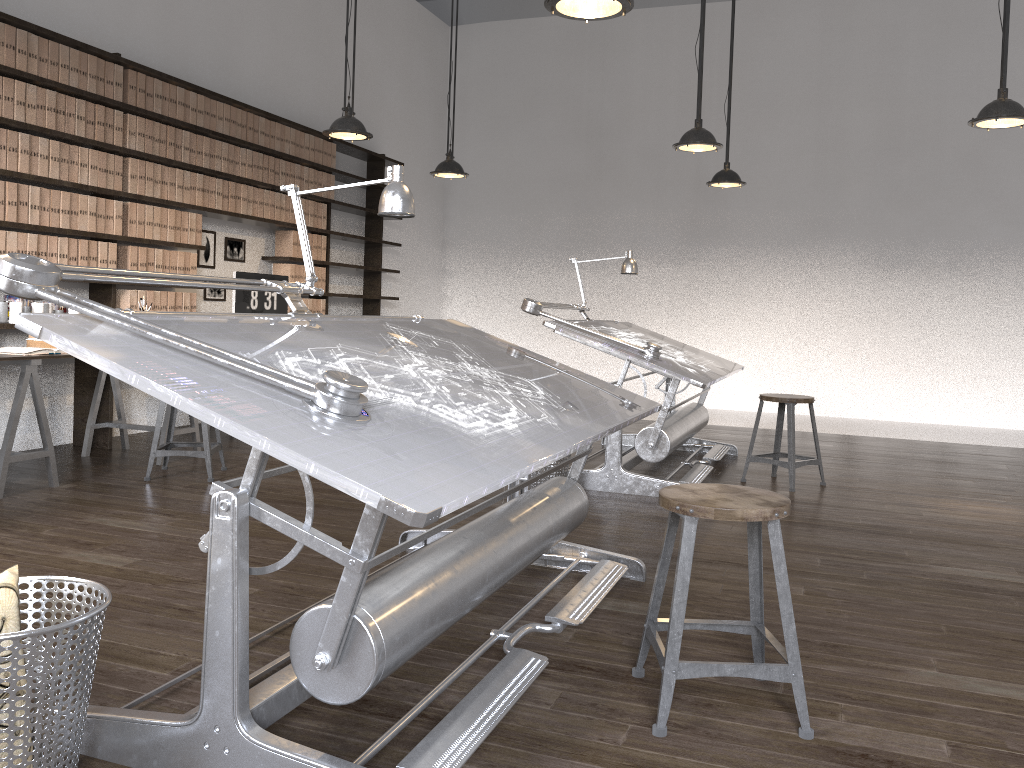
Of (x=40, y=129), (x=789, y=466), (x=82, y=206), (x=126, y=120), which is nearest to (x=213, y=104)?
(x=126, y=120)

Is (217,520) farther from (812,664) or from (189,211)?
(189,211)

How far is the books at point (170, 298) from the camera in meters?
5.9 m

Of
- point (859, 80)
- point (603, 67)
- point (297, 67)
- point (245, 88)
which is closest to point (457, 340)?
point (245, 88)

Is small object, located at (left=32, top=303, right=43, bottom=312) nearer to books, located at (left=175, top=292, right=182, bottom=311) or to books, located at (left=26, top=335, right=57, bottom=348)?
books, located at (left=26, top=335, right=57, bottom=348)

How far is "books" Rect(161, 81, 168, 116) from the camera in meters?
5.8 m

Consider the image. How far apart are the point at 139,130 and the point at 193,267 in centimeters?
98cm

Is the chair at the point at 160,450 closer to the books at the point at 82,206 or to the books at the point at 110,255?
the books at the point at 110,255

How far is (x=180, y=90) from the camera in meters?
5.9

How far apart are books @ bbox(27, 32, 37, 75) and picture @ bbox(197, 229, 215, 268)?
1.9m
